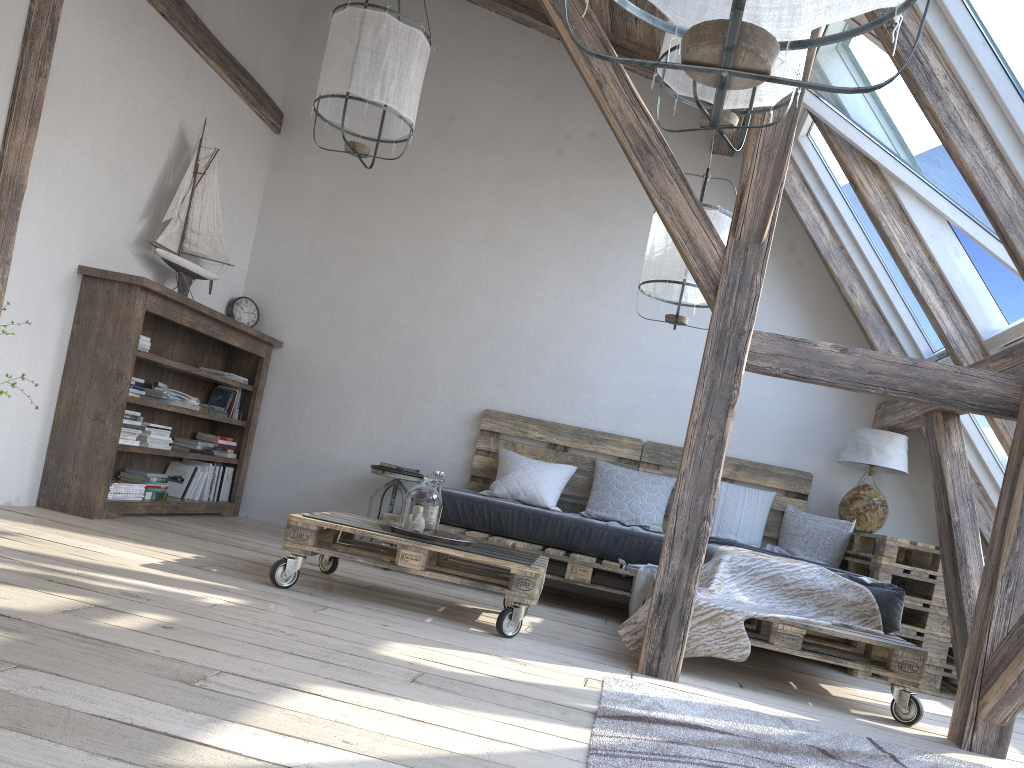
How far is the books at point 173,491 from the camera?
5.1 meters

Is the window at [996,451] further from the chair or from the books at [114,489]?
the books at [114,489]

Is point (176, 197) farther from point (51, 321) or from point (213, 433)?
point (213, 433)

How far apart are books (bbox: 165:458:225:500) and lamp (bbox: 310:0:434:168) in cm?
243

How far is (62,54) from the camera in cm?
395

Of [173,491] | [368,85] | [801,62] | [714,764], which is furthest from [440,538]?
[173,491]

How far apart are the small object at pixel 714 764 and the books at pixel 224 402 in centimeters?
350cm

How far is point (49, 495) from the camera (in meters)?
4.19

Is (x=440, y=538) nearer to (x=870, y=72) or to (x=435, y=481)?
(x=435, y=481)

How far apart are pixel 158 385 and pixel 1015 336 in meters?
4.2 m
